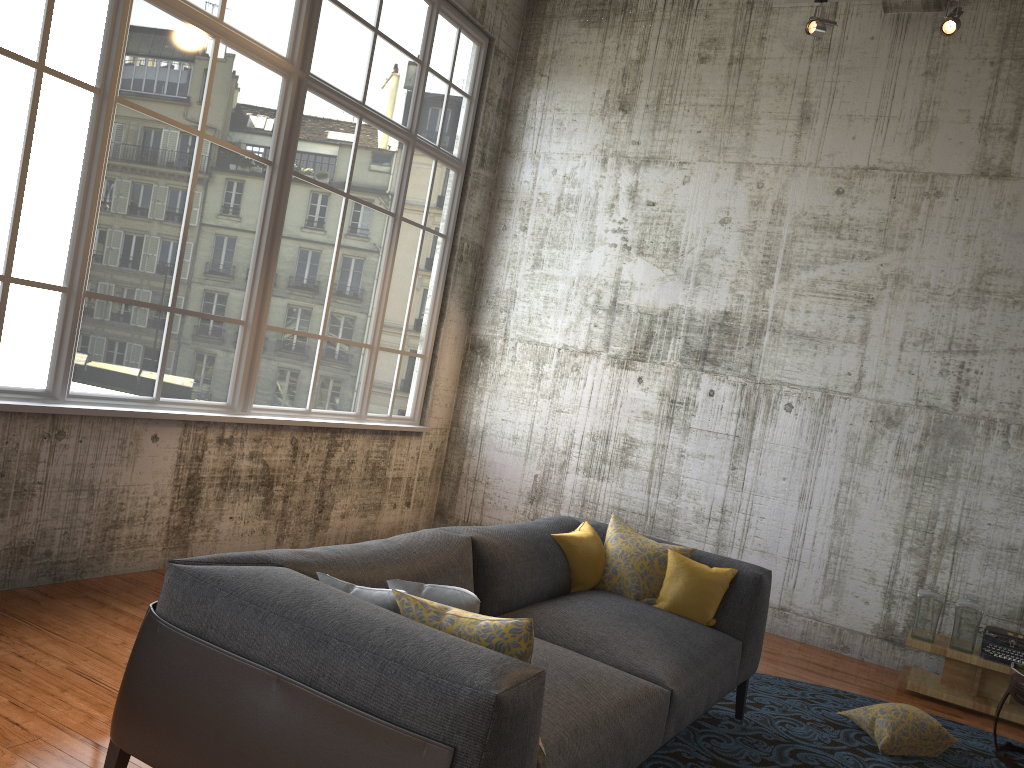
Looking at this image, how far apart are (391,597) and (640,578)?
1.98m

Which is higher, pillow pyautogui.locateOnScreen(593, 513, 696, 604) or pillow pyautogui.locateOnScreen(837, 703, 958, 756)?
pillow pyautogui.locateOnScreen(593, 513, 696, 604)

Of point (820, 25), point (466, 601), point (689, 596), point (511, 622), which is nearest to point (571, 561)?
point (689, 596)

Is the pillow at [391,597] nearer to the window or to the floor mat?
the floor mat

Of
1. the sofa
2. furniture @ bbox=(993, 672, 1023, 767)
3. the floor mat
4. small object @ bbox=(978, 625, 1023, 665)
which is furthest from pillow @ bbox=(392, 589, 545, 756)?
small object @ bbox=(978, 625, 1023, 665)

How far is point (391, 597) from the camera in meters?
2.7 m

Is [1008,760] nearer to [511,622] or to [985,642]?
[985,642]

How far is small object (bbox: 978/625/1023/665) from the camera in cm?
560

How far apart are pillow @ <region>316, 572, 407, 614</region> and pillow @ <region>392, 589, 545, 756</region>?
0.0m

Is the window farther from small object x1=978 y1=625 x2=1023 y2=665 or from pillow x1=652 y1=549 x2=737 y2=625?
small object x1=978 y1=625 x2=1023 y2=665
